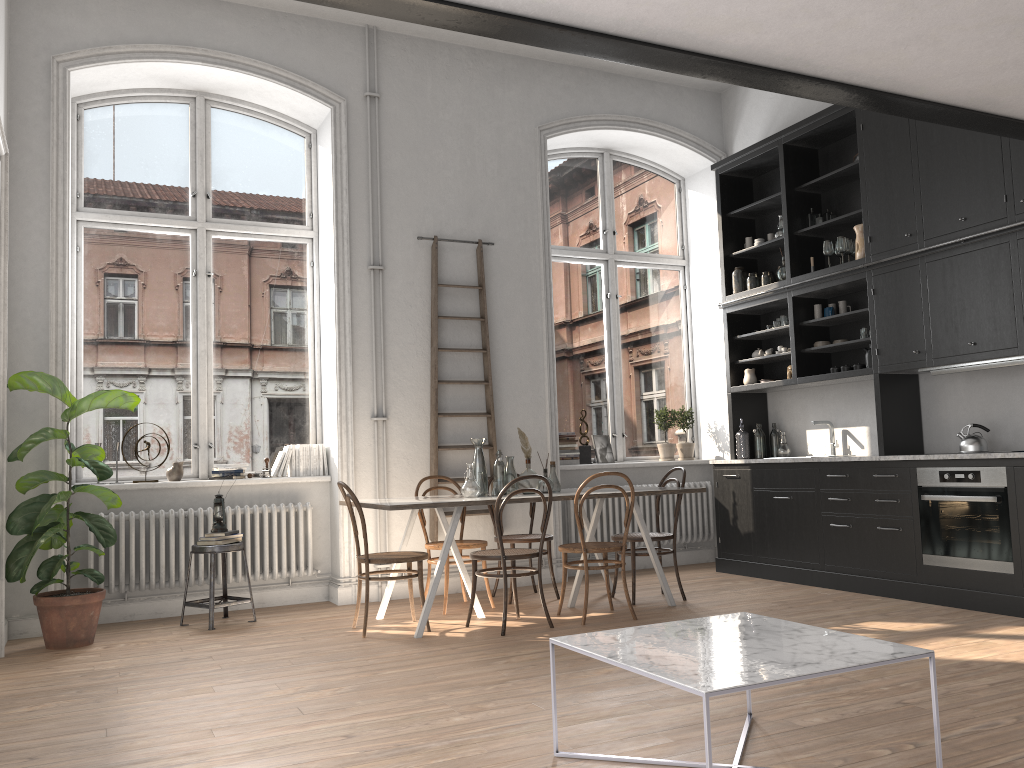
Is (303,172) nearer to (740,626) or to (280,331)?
(280,331)

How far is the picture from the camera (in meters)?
7.91

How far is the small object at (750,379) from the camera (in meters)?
7.62

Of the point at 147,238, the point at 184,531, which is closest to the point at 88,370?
the point at 147,238

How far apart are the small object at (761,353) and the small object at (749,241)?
0.97m

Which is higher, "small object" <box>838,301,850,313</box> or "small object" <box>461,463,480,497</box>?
"small object" <box>838,301,850,313</box>

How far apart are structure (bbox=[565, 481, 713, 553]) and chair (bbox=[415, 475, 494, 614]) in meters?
1.5

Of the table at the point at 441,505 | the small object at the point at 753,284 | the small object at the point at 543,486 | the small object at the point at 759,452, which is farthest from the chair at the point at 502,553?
the small object at the point at 753,284

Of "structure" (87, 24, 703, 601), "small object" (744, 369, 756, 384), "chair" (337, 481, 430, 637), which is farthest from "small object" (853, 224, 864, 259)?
"chair" (337, 481, 430, 637)

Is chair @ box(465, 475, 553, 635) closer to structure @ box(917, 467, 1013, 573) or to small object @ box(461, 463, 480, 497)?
small object @ box(461, 463, 480, 497)
